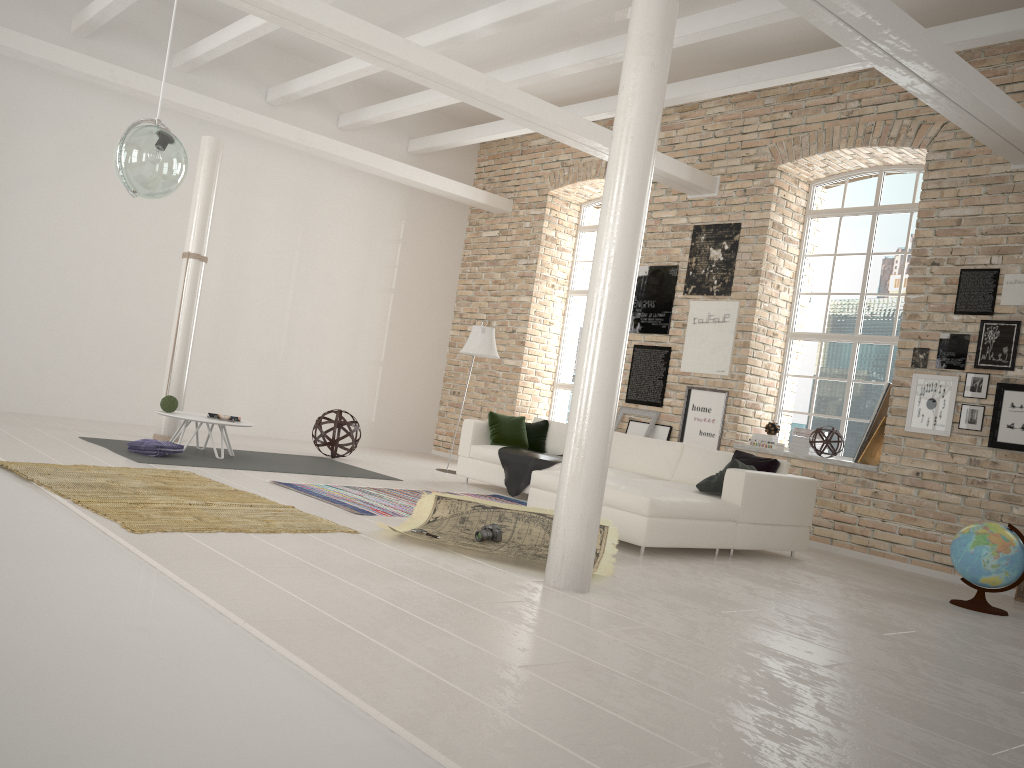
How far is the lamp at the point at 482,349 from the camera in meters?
9.7

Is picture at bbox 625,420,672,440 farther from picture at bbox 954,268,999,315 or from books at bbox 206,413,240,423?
books at bbox 206,413,240,423

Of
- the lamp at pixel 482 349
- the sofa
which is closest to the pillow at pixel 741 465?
the sofa

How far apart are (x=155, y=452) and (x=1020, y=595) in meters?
6.8 m

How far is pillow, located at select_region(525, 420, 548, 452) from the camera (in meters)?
9.19

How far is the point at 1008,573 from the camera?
5.8m

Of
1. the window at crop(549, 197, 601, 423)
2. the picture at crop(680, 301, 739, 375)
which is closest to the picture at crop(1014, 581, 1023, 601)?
the picture at crop(680, 301, 739, 375)

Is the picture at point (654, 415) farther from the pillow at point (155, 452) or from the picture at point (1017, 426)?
the pillow at point (155, 452)

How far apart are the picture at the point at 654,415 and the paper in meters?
4.4 m

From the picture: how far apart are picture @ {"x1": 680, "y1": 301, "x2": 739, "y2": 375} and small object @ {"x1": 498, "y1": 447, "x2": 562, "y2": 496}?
2.1m
